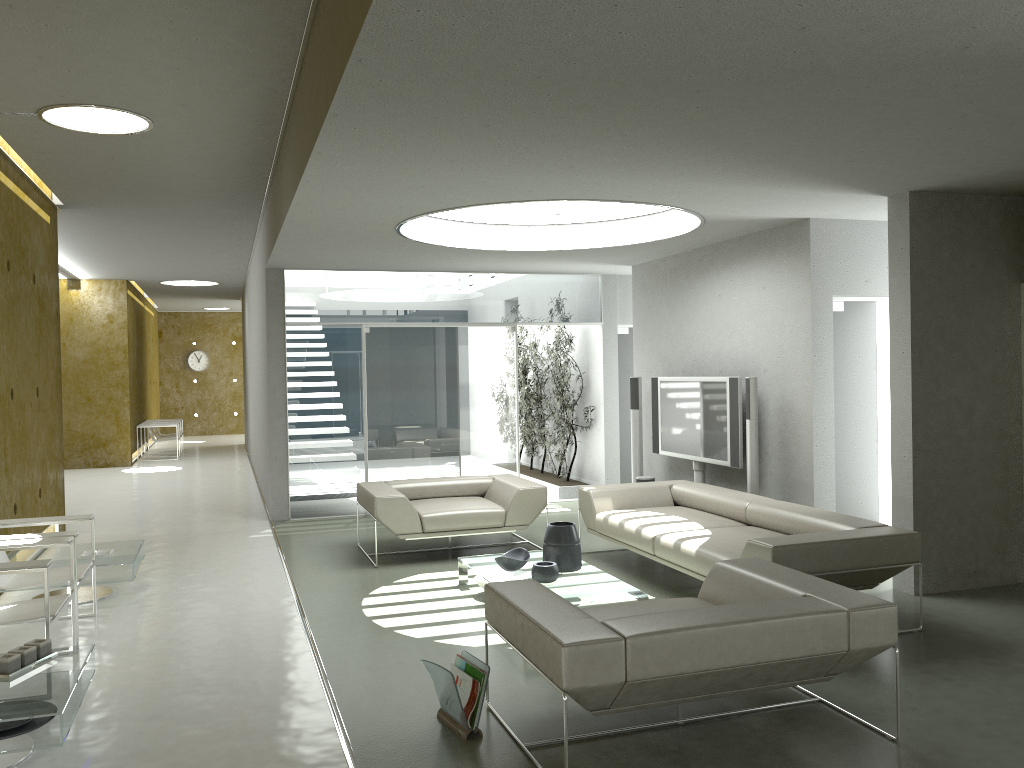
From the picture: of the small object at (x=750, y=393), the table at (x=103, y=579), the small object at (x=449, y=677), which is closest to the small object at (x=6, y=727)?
the small object at (x=449, y=677)

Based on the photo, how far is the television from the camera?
7.59m

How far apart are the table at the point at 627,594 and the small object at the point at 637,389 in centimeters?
295cm

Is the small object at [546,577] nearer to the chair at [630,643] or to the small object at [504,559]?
the small object at [504,559]

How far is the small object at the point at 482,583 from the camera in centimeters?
603cm

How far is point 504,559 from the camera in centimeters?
589cm

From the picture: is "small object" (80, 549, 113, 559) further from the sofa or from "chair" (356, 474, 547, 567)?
the sofa

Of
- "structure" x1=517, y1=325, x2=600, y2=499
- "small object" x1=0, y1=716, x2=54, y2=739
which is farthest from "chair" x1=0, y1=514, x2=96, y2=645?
"structure" x1=517, y1=325, x2=600, y2=499

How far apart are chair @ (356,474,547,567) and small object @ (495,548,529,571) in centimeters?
119cm

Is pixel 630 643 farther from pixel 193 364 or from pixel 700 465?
pixel 193 364
